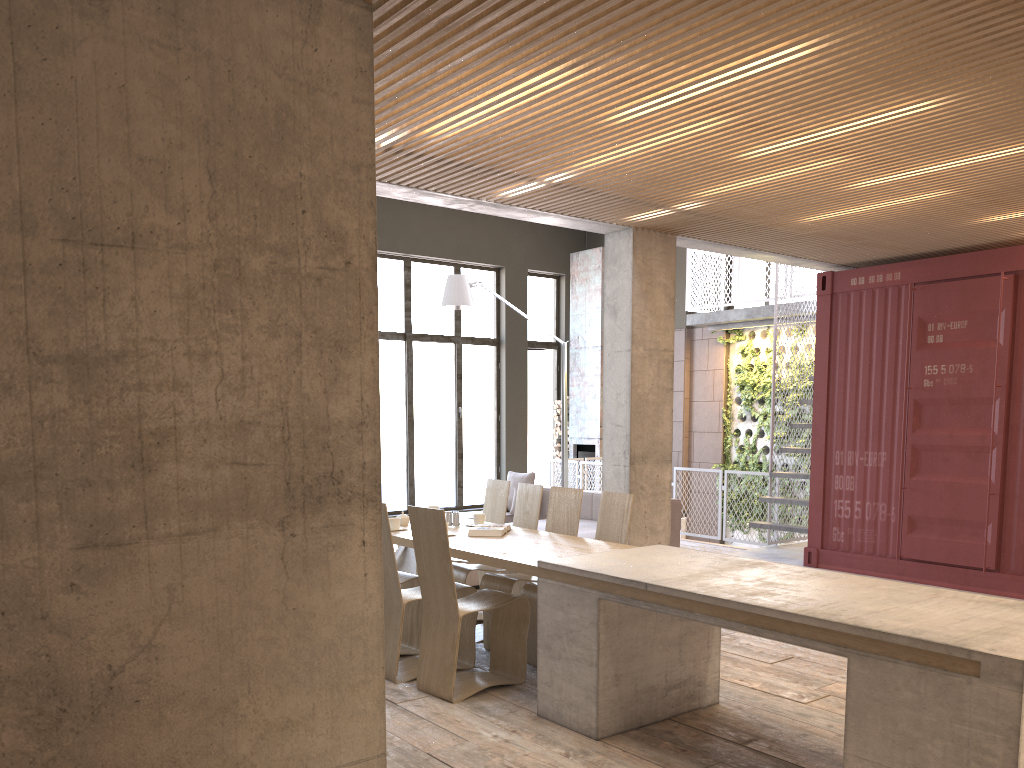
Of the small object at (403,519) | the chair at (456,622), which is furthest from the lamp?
the chair at (456,622)

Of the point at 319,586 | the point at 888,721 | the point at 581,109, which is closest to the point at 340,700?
the point at 319,586

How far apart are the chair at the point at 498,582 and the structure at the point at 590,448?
8.7 meters

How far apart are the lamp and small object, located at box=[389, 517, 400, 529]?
4.70m

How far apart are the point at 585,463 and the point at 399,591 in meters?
8.3

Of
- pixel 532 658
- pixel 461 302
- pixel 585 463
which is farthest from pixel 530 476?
pixel 532 658

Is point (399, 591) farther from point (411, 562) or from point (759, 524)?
point (759, 524)

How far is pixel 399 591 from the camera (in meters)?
5.52

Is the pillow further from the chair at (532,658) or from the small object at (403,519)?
the chair at (532,658)

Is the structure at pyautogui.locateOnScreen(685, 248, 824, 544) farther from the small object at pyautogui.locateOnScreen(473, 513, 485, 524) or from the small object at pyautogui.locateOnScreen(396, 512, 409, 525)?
the small object at pyautogui.locateOnScreen(396, 512, 409, 525)
